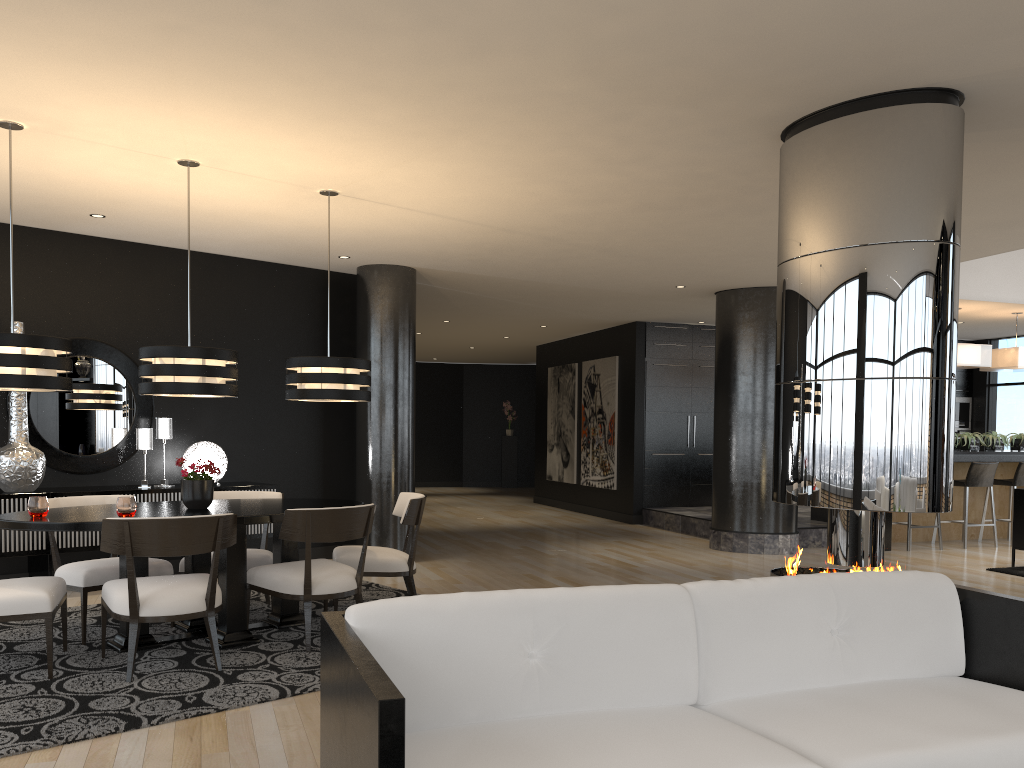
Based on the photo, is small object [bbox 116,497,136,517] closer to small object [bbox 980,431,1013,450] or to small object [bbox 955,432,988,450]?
small object [bbox 955,432,988,450]

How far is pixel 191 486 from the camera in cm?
499

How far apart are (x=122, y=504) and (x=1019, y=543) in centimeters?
774cm

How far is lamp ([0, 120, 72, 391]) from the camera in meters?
4.2 m

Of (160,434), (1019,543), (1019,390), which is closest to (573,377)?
(1019,390)

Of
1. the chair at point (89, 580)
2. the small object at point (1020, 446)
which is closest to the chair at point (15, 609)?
the chair at point (89, 580)

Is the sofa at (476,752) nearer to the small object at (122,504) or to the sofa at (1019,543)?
the small object at (122,504)

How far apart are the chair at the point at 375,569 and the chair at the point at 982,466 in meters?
6.7

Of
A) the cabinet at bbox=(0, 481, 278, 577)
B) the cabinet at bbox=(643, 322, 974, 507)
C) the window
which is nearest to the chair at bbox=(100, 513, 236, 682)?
the cabinet at bbox=(0, 481, 278, 577)

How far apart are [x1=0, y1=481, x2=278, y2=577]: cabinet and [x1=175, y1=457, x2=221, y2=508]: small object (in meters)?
1.76
